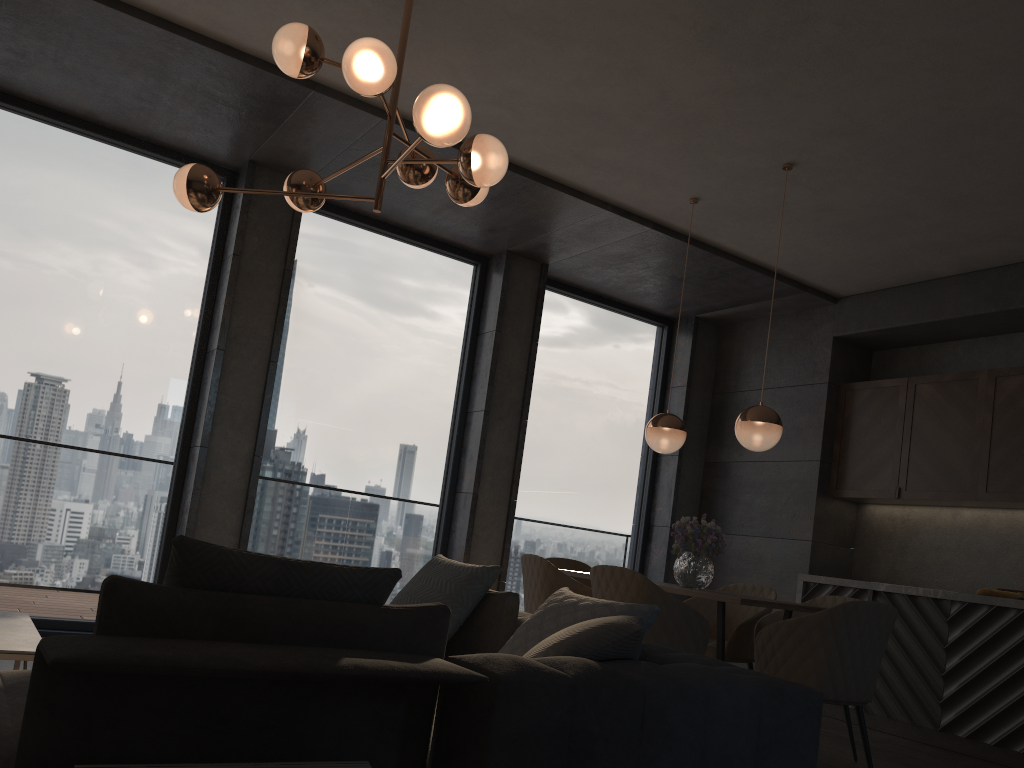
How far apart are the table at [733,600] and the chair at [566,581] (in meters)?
0.36

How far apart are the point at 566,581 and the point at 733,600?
0.8m

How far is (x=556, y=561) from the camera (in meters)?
5.62

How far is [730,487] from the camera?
7.23m

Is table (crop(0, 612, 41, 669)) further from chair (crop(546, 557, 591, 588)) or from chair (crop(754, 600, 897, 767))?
chair (crop(546, 557, 591, 588))

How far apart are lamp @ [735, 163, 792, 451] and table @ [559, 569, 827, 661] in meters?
0.8

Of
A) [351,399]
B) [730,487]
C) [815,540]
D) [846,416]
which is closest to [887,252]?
[846,416]

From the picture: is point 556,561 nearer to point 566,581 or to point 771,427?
point 566,581

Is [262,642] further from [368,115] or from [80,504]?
[80,504]

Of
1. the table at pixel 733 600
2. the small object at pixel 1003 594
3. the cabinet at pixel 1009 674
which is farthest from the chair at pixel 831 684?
the small object at pixel 1003 594
